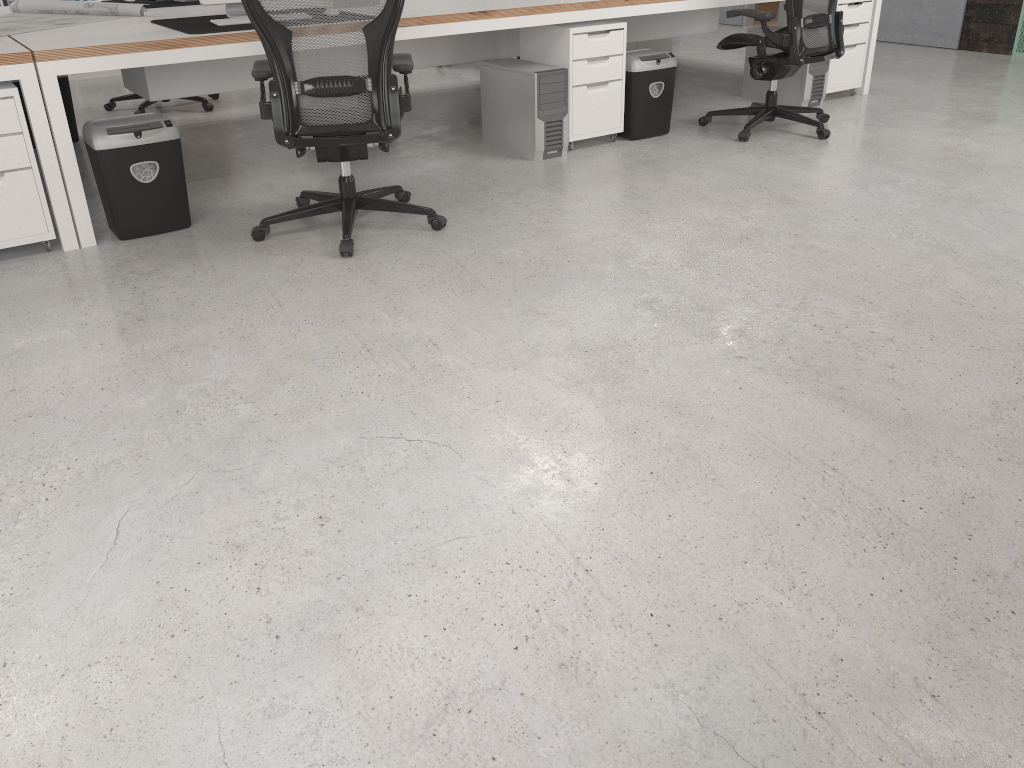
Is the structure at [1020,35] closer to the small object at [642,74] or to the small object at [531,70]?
the small object at [642,74]

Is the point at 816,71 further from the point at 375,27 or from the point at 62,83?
the point at 62,83

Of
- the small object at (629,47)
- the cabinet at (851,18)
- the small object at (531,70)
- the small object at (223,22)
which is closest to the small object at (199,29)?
the small object at (223,22)

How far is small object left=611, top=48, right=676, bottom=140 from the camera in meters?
4.8 m

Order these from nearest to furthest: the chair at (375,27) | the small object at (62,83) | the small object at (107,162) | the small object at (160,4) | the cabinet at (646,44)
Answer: the chair at (375,27)
the small object at (107,162)
the small object at (160,4)
the small object at (62,83)
the cabinet at (646,44)

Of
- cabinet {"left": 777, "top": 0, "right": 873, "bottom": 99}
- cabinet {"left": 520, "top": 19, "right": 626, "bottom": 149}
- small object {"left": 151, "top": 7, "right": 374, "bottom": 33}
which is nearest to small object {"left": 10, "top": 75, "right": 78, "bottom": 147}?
small object {"left": 151, "top": 7, "right": 374, "bottom": 33}

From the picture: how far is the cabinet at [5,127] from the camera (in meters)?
3.26

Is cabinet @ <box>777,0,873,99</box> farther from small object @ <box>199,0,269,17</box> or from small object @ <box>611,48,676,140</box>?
small object @ <box>199,0,269,17</box>

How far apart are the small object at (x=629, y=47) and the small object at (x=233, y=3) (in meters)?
3.69

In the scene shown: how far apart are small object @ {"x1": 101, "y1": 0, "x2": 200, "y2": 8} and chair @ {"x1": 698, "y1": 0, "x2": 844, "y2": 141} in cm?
304
